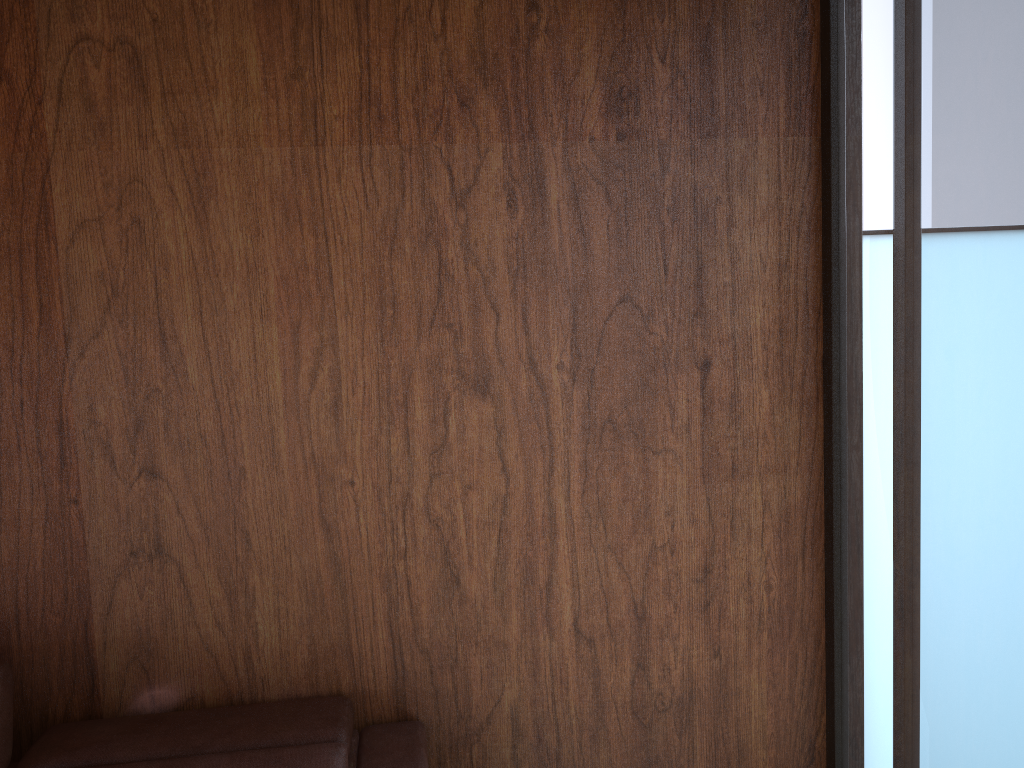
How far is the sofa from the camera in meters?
1.7

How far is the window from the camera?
1.5m

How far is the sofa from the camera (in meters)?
1.73

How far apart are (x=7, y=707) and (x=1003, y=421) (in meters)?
1.91

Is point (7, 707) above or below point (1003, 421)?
below

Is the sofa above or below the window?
below

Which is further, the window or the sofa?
the sofa

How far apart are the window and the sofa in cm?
98

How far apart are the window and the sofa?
1.0 meters

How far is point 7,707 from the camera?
1.73m
